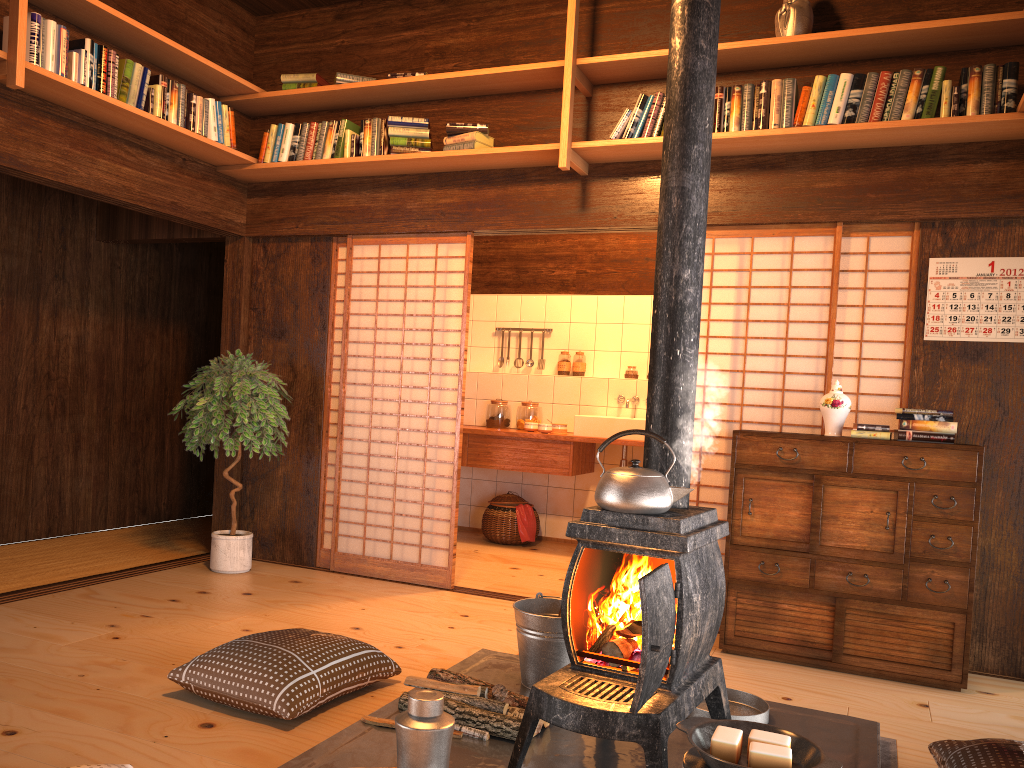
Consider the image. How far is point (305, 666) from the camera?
2.95m

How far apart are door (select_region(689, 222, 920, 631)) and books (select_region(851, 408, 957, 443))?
0.2 meters

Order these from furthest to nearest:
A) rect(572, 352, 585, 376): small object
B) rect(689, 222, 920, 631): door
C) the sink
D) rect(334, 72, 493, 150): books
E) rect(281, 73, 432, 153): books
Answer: rect(572, 352, 585, 376): small object
the sink
rect(281, 73, 432, 153): books
rect(334, 72, 493, 150): books
rect(689, 222, 920, 631): door

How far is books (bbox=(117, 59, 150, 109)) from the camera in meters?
4.3

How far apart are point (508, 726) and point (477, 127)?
3.2 meters

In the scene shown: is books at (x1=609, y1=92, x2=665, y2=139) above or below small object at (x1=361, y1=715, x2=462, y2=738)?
above

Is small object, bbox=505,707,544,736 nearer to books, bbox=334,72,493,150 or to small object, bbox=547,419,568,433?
books, bbox=334,72,493,150

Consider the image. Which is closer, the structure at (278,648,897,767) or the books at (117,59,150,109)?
the structure at (278,648,897,767)

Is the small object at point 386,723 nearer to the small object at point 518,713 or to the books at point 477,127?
the small object at point 518,713

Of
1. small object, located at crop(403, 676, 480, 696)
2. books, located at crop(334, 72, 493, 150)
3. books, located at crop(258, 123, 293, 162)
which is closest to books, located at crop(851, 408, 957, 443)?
small object, located at crop(403, 676, 480, 696)
